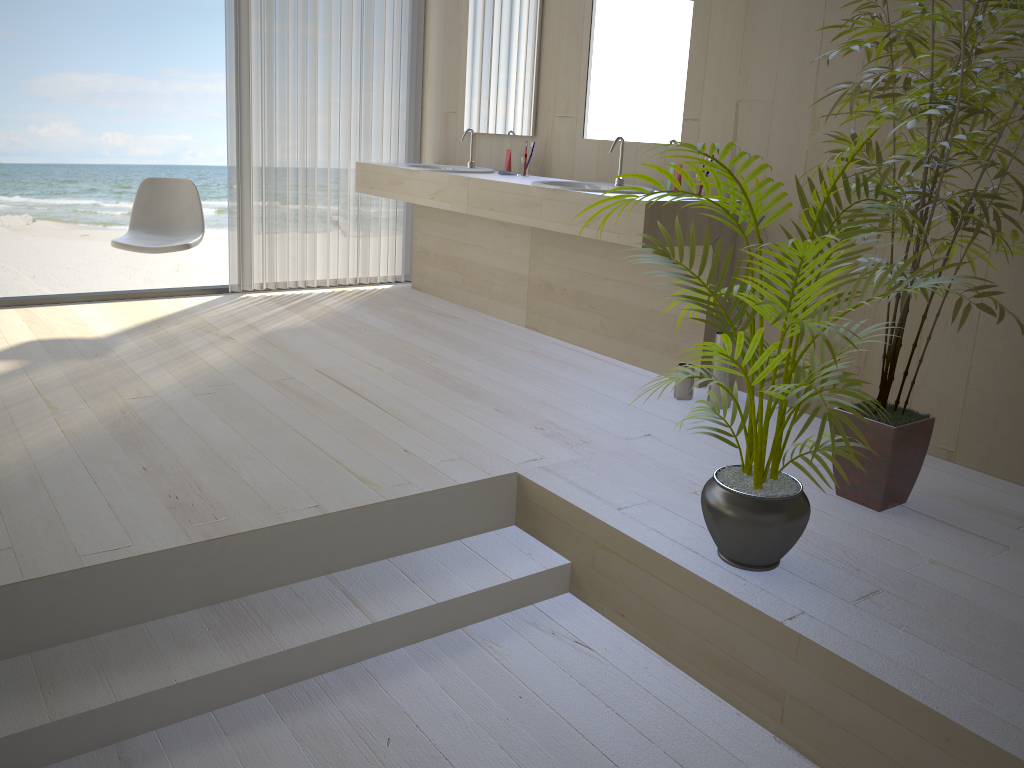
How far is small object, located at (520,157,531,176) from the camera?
4.5 meters

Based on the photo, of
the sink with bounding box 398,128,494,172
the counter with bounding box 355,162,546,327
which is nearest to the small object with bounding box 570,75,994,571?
the counter with bounding box 355,162,546,327

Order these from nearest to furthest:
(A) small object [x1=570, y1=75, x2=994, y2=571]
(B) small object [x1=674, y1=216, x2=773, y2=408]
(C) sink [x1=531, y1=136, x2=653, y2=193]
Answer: (A) small object [x1=570, y1=75, x2=994, y2=571] → (B) small object [x1=674, y1=216, x2=773, y2=408] → (C) sink [x1=531, y1=136, x2=653, y2=193]

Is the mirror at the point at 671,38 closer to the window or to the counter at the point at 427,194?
the counter at the point at 427,194

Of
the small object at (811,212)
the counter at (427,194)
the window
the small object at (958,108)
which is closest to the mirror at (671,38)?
the counter at (427,194)

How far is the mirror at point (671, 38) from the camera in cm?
375

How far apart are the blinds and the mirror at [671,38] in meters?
1.5 m

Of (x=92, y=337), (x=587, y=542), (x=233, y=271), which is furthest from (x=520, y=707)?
(x=233, y=271)

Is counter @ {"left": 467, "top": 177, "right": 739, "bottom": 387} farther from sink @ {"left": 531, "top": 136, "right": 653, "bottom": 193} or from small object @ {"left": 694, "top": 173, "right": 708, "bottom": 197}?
small object @ {"left": 694, "top": 173, "right": 708, "bottom": 197}

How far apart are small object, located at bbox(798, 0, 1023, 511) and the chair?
3.0m
